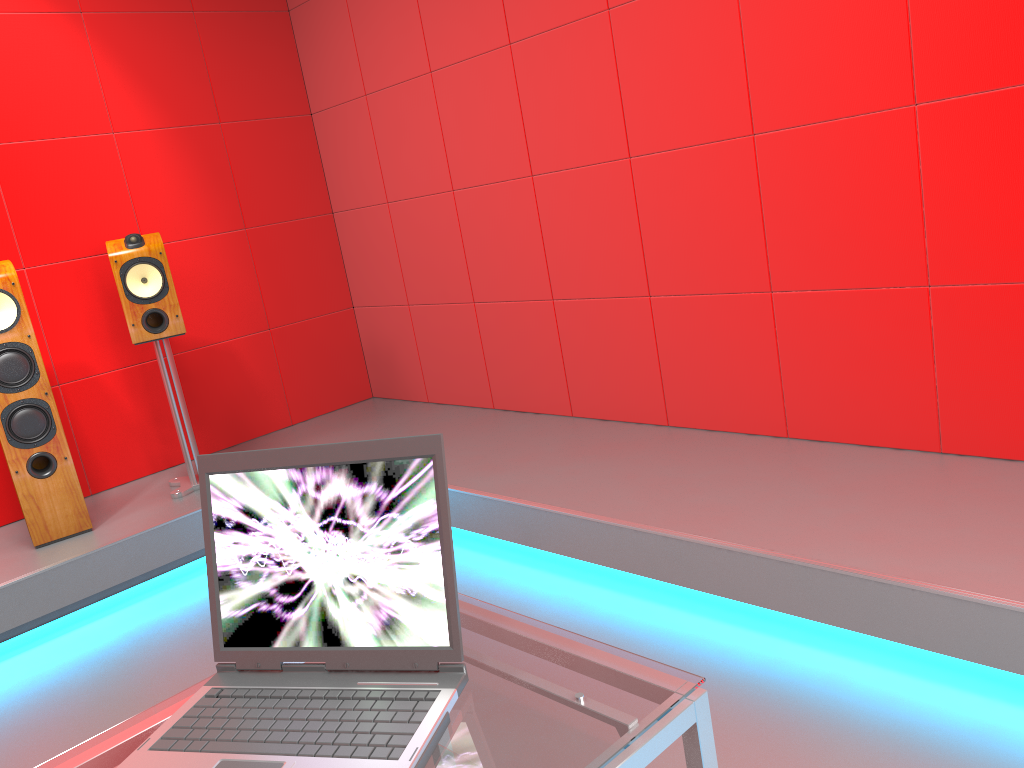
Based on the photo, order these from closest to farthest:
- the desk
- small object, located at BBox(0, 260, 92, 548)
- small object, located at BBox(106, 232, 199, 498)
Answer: the desk → small object, located at BBox(0, 260, 92, 548) → small object, located at BBox(106, 232, 199, 498)

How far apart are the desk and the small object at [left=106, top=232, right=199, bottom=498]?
2.6m

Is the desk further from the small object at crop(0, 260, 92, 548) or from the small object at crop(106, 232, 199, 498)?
the small object at crop(106, 232, 199, 498)

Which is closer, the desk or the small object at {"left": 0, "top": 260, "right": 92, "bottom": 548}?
the desk

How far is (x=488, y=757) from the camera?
0.9 meters

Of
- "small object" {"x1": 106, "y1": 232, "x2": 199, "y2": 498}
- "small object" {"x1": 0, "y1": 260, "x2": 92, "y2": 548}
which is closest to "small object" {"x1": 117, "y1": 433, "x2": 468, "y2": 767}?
"small object" {"x1": 0, "y1": 260, "x2": 92, "y2": 548}

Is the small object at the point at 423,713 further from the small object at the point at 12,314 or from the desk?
the small object at the point at 12,314

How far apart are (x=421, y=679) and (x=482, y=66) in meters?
3.0 m

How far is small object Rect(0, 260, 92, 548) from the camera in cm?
315

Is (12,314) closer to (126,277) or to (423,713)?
(126,277)
